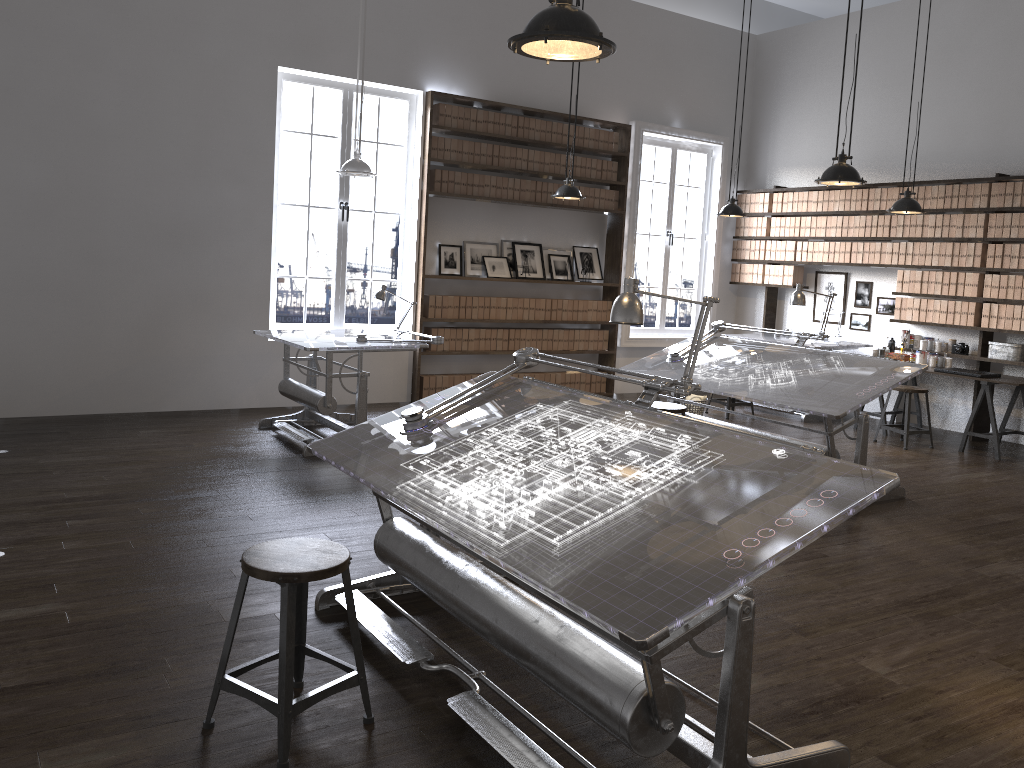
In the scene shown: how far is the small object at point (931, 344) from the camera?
8.59m

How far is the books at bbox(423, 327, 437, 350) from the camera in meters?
8.7

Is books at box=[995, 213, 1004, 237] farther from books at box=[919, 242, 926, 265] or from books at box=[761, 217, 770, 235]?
books at box=[761, 217, 770, 235]

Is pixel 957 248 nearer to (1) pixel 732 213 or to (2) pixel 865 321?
(2) pixel 865 321

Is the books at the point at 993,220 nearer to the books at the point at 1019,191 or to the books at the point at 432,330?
A: the books at the point at 1019,191

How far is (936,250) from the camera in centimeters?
847cm

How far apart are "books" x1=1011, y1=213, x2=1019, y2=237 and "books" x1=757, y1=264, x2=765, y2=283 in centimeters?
289cm

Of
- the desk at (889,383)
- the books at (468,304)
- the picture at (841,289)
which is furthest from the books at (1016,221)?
the books at (468,304)

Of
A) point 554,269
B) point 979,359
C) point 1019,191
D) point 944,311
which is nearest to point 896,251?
point 944,311

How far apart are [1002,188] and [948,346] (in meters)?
1.53
